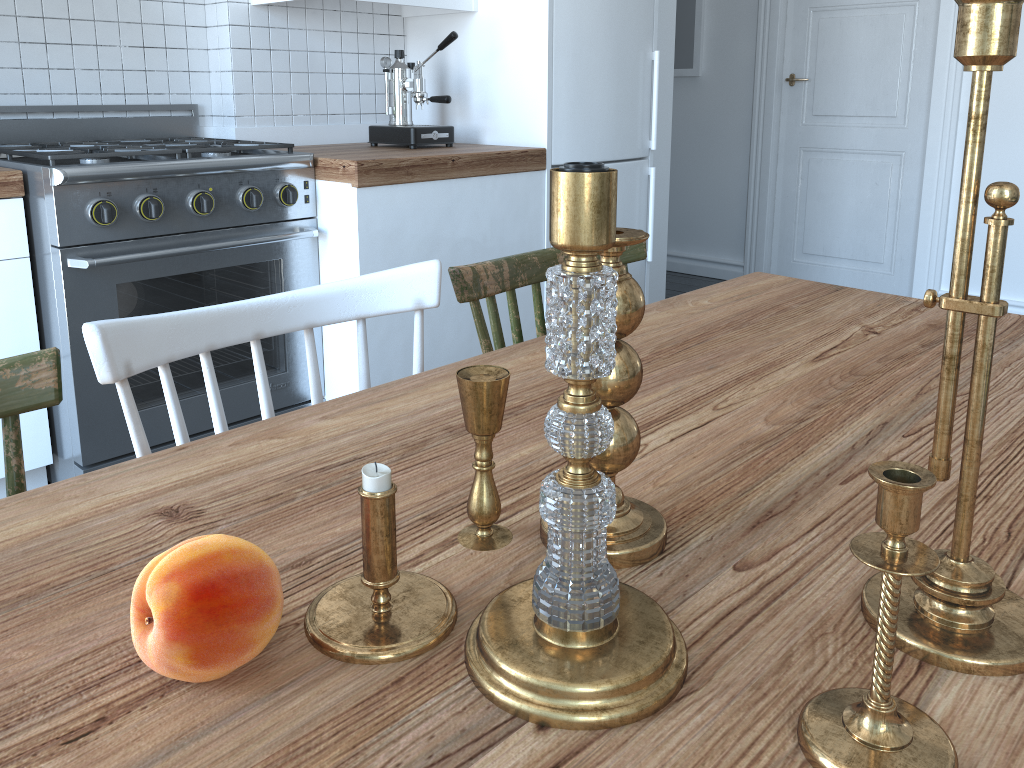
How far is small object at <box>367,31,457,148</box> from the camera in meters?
2.8

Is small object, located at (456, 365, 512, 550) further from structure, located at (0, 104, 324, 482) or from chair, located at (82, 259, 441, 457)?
structure, located at (0, 104, 324, 482)

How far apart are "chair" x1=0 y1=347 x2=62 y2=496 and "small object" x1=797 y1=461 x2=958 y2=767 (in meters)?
0.68

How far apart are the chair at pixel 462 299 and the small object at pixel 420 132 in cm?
147

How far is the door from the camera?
4.1m

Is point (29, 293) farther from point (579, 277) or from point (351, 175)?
point (579, 277)

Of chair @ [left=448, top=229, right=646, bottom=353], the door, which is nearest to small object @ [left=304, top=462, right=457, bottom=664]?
chair @ [left=448, top=229, right=646, bottom=353]

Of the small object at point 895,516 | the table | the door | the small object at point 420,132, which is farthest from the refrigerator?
the small object at point 895,516

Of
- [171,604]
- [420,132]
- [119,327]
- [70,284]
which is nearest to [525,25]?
[420,132]

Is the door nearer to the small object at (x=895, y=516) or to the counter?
the counter
